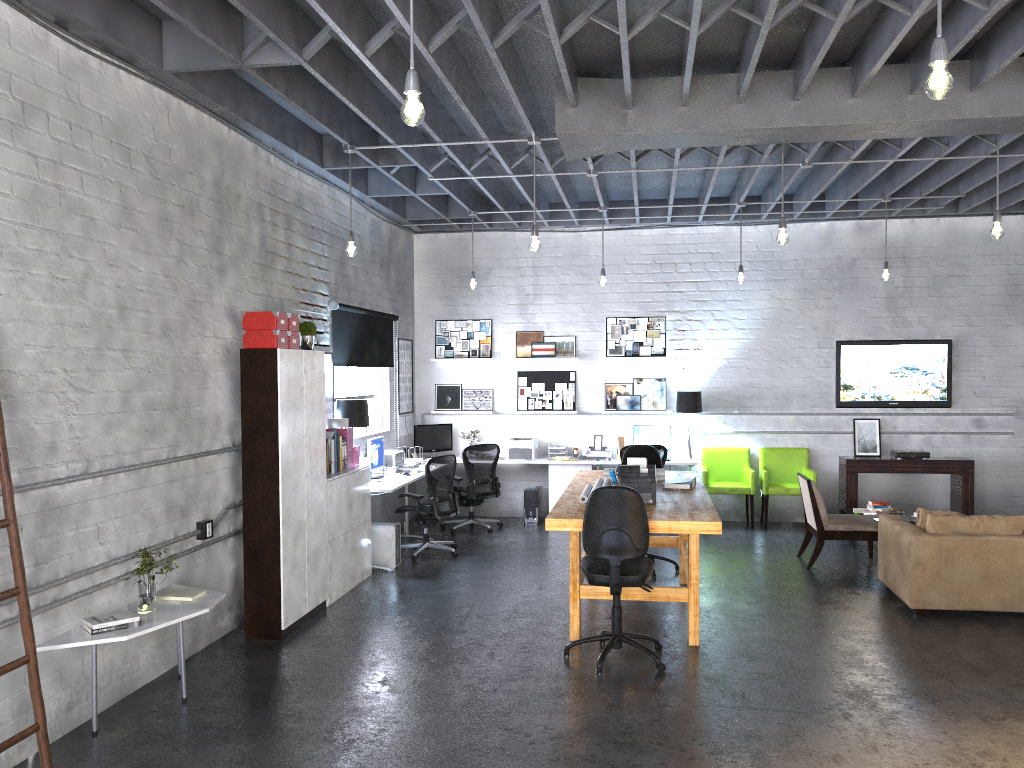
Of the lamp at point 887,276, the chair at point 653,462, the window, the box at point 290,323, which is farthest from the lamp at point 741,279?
the box at point 290,323

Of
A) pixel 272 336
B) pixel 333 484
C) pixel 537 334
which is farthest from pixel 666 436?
pixel 272 336

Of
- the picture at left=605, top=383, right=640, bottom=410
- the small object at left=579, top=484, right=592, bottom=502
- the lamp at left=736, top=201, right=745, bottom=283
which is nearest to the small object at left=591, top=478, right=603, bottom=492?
the small object at left=579, top=484, right=592, bottom=502

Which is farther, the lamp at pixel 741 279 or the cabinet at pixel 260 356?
the lamp at pixel 741 279

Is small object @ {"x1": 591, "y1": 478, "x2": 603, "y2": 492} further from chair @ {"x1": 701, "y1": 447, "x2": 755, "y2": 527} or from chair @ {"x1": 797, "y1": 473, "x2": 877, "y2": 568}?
chair @ {"x1": 701, "y1": 447, "x2": 755, "y2": 527}

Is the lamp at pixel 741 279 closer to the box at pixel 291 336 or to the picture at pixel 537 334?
the picture at pixel 537 334

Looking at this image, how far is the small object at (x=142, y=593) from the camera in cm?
495

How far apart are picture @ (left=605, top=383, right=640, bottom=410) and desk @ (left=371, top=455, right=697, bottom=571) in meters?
0.9 m

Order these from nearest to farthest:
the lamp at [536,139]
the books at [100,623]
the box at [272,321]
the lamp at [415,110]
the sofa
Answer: the lamp at [415,110] → the books at [100,623] → the box at [272,321] → the sofa → the lamp at [536,139]

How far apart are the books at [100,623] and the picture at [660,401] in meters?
7.4 m
